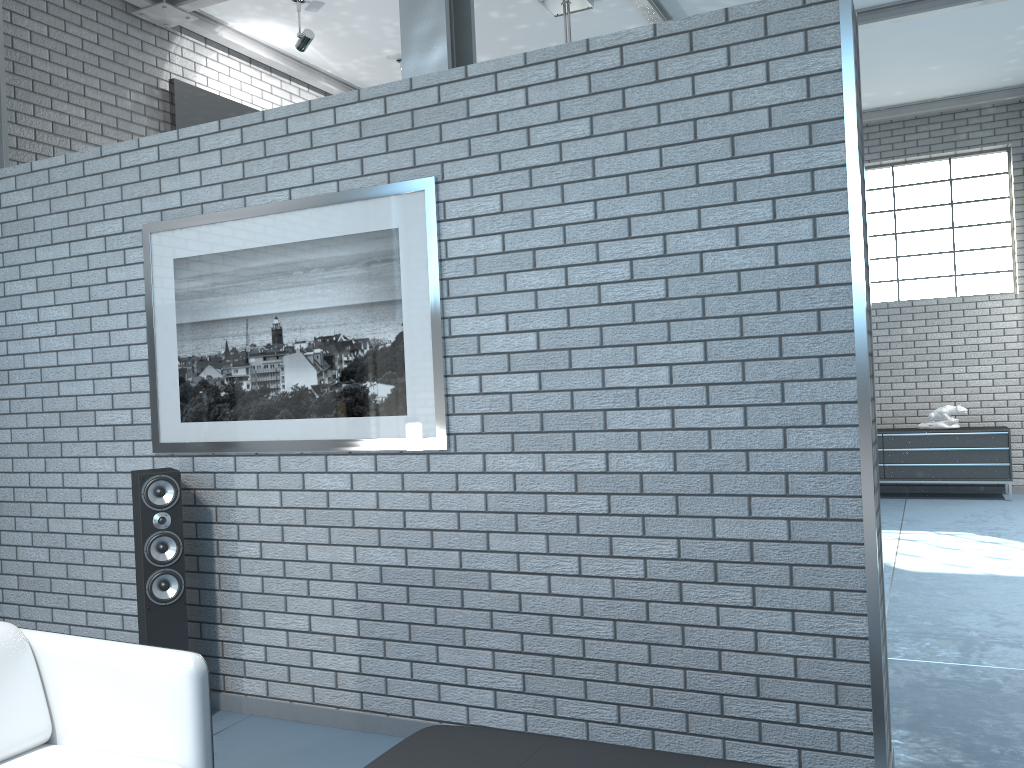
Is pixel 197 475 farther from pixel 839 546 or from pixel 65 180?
pixel 839 546

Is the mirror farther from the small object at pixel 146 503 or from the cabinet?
the cabinet

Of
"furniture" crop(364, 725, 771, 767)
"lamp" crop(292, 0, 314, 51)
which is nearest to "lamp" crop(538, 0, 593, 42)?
"lamp" crop(292, 0, 314, 51)

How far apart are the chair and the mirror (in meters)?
4.22

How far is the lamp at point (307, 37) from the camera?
6.0m

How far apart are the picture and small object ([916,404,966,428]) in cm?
715

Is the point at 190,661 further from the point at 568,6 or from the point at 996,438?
the point at 996,438

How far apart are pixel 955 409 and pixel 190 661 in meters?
8.3 m

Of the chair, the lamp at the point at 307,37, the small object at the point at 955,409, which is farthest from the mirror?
the small object at the point at 955,409

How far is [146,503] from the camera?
3.5 meters
